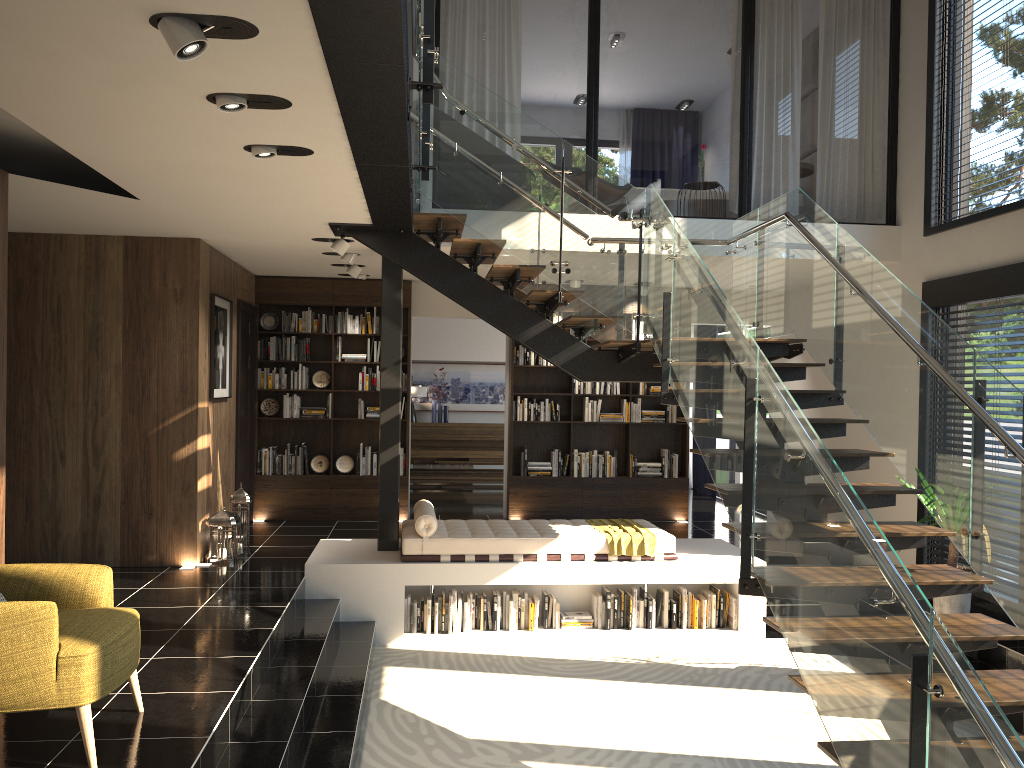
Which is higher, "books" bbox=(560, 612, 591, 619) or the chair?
the chair

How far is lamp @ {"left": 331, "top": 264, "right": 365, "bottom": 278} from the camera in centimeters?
874cm

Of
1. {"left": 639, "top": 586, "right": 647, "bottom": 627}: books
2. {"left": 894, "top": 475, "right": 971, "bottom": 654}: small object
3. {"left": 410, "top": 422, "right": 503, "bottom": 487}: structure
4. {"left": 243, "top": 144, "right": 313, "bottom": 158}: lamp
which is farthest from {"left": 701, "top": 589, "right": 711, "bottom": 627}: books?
{"left": 410, "top": 422, "right": 503, "bottom": 487}: structure

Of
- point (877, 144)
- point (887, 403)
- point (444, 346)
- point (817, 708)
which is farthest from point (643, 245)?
point (877, 144)

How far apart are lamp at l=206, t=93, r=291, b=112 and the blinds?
10.3 meters

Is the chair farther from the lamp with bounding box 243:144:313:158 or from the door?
the door

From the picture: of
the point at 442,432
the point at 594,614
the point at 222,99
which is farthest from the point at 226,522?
the point at 442,432

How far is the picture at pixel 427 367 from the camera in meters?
13.7

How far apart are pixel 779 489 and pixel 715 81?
17.6 meters

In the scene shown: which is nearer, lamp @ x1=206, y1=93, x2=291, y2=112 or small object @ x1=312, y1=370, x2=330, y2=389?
lamp @ x1=206, y1=93, x2=291, y2=112
